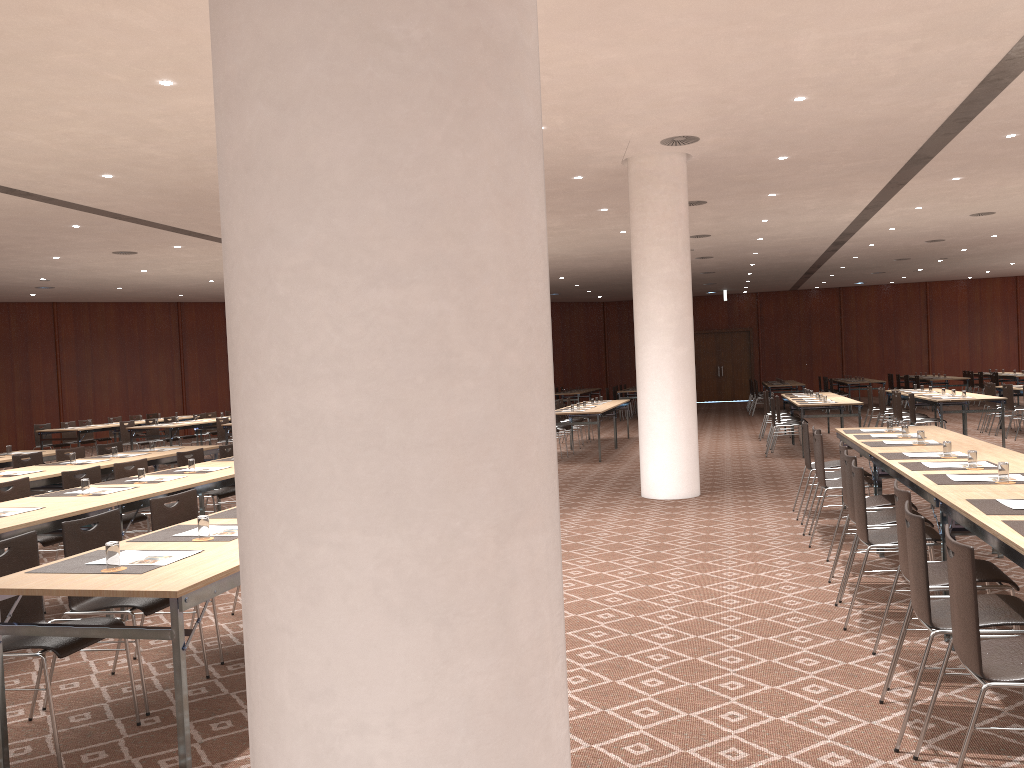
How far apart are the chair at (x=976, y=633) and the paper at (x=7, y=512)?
5.3m

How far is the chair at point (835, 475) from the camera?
8.0 meters

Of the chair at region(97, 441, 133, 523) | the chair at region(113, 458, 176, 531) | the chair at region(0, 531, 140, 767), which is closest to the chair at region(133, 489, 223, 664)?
the chair at region(0, 531, 140, 767)

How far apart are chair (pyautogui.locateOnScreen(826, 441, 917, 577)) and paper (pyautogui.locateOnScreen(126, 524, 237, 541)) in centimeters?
449cm

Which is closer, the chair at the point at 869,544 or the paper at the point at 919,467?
the chair at the point at 869,544

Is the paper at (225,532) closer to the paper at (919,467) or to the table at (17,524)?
the table at (17,524)

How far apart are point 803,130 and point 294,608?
9.14m

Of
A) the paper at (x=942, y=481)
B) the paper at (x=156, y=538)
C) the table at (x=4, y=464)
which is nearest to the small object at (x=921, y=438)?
the paper at (x=942, y=481)

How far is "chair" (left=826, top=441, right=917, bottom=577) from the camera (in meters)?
6.32

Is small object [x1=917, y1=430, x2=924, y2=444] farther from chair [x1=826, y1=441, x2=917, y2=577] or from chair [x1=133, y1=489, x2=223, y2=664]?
chair [x1=133, y1=489, x2=223, y2=664]
